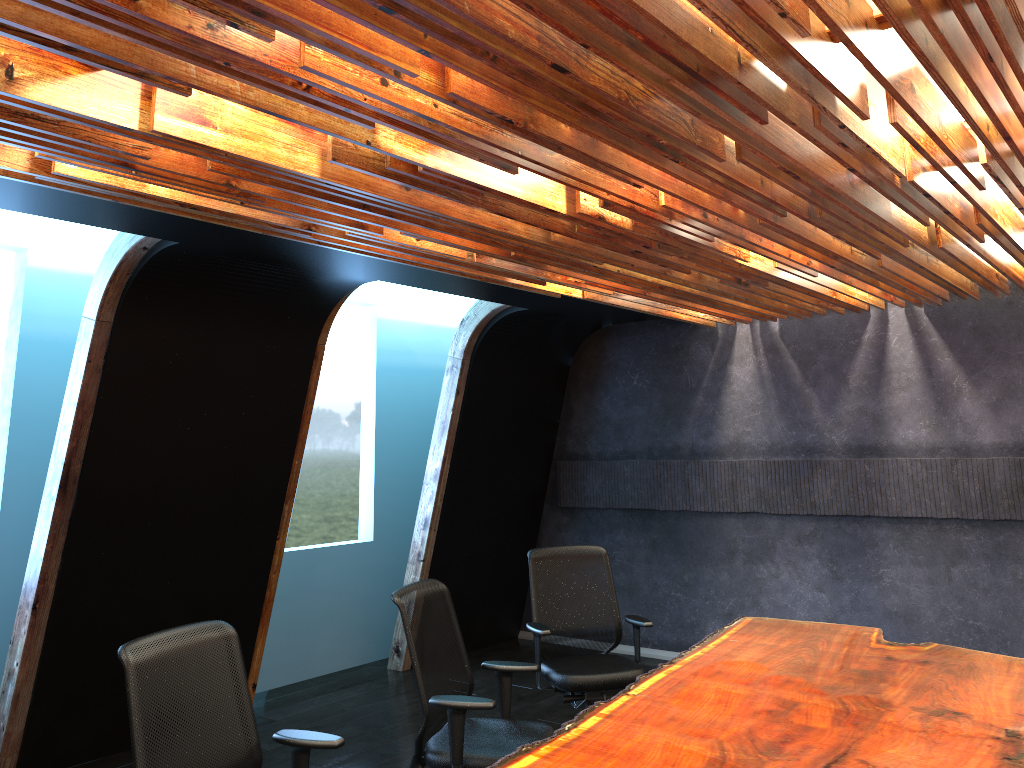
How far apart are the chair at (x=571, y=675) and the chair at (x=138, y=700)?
2.1 meters

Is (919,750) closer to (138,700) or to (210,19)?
(138,700)

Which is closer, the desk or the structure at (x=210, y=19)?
the structure at (x=210, y=19)

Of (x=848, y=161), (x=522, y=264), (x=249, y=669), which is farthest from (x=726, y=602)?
(x=848, y=161)

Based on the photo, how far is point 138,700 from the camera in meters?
3.1 m

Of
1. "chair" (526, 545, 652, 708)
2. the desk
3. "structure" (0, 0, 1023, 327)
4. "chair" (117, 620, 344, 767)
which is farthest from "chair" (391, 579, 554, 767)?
"structure" (0, 0, 1023, 327)

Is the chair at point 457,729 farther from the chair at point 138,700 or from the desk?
the chair at point 138,700

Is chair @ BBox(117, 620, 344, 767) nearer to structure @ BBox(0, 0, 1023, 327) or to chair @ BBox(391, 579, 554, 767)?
chair @ BBox(391, 579, 554, 767)

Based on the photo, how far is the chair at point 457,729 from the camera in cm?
397

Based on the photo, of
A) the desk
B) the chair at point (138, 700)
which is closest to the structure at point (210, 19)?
the chair at point (138, 700)
